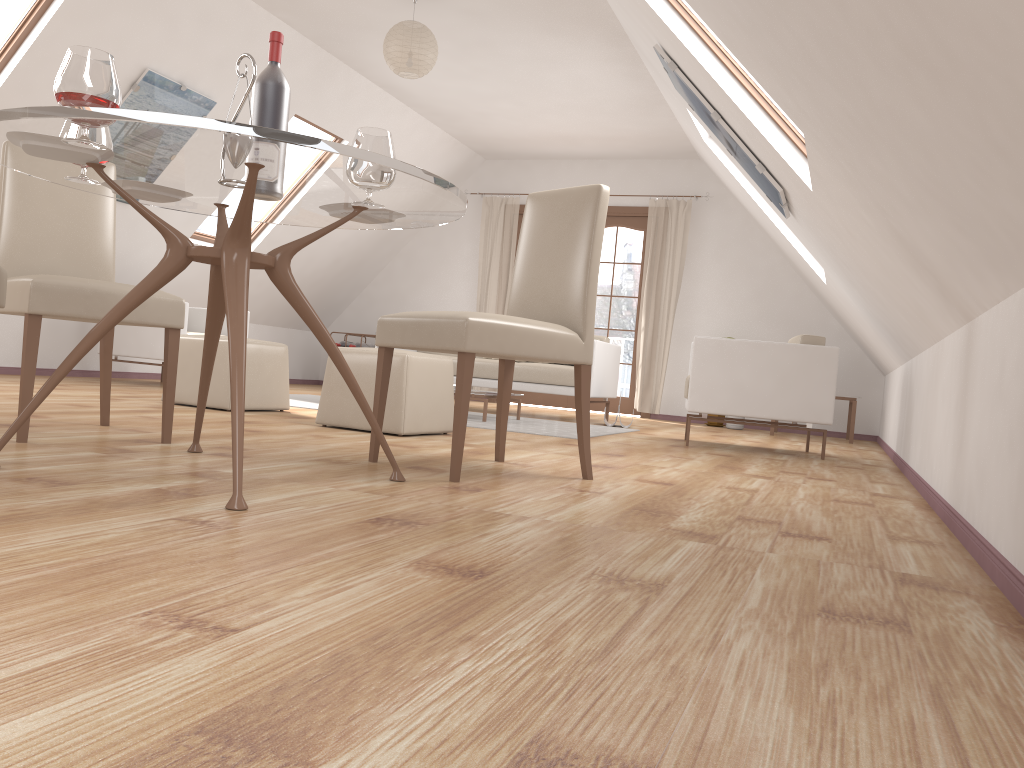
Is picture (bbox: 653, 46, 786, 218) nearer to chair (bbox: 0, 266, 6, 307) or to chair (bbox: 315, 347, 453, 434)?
chair (bbox: 315, 347, 453, 434)

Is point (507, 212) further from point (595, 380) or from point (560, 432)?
point (560, 432)

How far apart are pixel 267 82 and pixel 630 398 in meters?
6.9 m

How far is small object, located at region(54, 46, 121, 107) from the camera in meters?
1.9

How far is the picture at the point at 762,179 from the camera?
4.5 meters

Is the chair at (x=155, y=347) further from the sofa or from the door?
the door

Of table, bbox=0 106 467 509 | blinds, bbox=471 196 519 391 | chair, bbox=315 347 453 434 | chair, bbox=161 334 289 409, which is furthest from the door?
table, bbox=0 106 467 509

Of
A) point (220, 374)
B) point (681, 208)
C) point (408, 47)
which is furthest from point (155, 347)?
point (681, 208)

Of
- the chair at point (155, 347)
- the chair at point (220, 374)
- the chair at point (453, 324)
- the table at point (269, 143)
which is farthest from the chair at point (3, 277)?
the chair at point (155, 347)

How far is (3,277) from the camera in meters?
2.1
